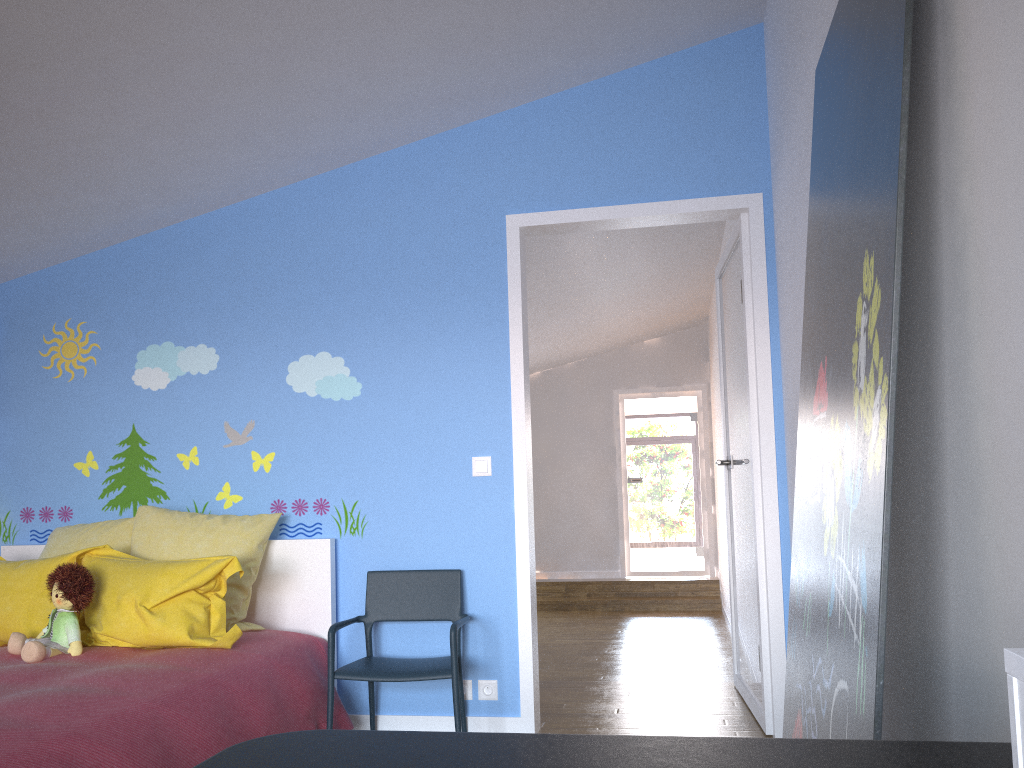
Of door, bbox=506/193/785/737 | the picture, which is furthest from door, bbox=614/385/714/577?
the picture

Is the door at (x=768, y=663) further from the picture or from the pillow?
the picture

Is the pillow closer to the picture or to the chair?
the chair

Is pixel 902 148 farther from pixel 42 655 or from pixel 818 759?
pixel 42 655

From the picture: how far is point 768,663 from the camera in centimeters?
340cm

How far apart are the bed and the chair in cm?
5

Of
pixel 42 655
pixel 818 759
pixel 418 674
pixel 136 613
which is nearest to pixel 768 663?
pixel 418 674

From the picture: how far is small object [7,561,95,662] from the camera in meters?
2.9

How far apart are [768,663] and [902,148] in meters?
2.6

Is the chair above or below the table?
below
